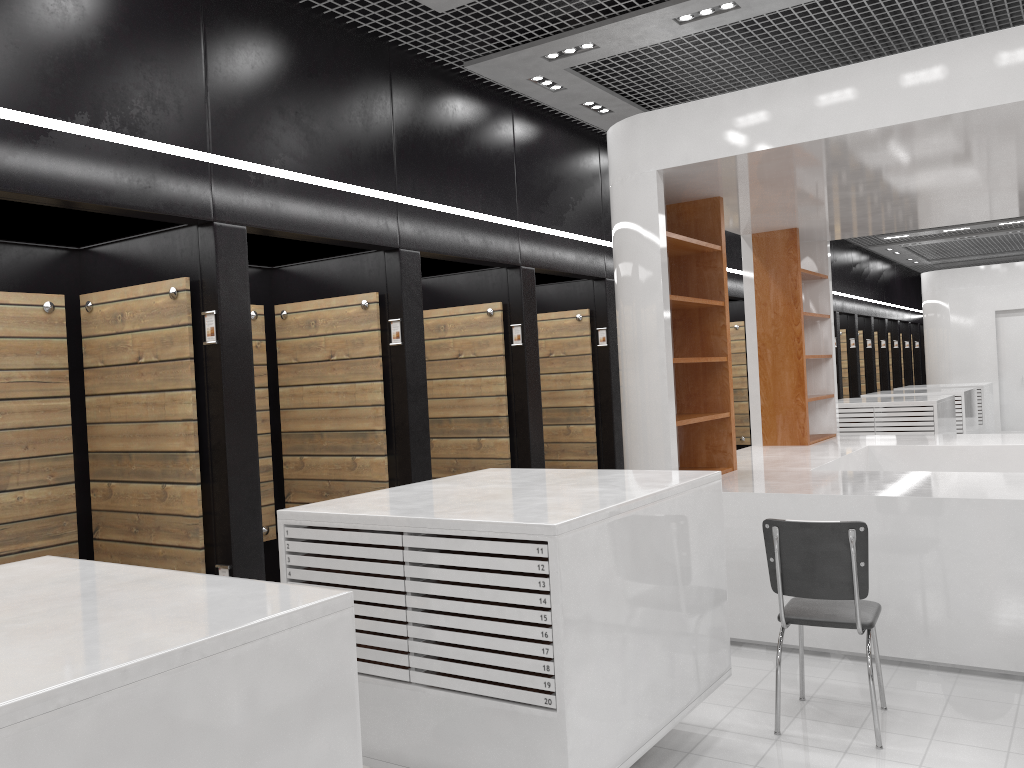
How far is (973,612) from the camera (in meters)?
Answer: 4.67

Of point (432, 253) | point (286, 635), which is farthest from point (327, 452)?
point (286, 635)

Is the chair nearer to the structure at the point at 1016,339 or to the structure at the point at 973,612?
the structure at the point at 973,612

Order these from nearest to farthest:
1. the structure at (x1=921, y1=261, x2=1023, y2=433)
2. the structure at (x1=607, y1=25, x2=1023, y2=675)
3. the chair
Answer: the chair
the structure at (x1=607, y1=25, x2=1023, y2=675)
the structure at (x1=921, y1=261, x2=1023, y2=433)

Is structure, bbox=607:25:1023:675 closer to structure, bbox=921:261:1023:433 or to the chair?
the chair

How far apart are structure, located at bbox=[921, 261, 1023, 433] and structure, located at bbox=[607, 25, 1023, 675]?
9.0m

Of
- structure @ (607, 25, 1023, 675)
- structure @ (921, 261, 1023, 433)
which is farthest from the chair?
structure @ (921, 261, 1023, 433)

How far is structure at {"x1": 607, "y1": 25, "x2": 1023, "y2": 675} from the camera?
4.67m

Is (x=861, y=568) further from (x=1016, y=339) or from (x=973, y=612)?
(x=1016, y=339)

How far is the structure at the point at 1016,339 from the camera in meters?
16.1 m
